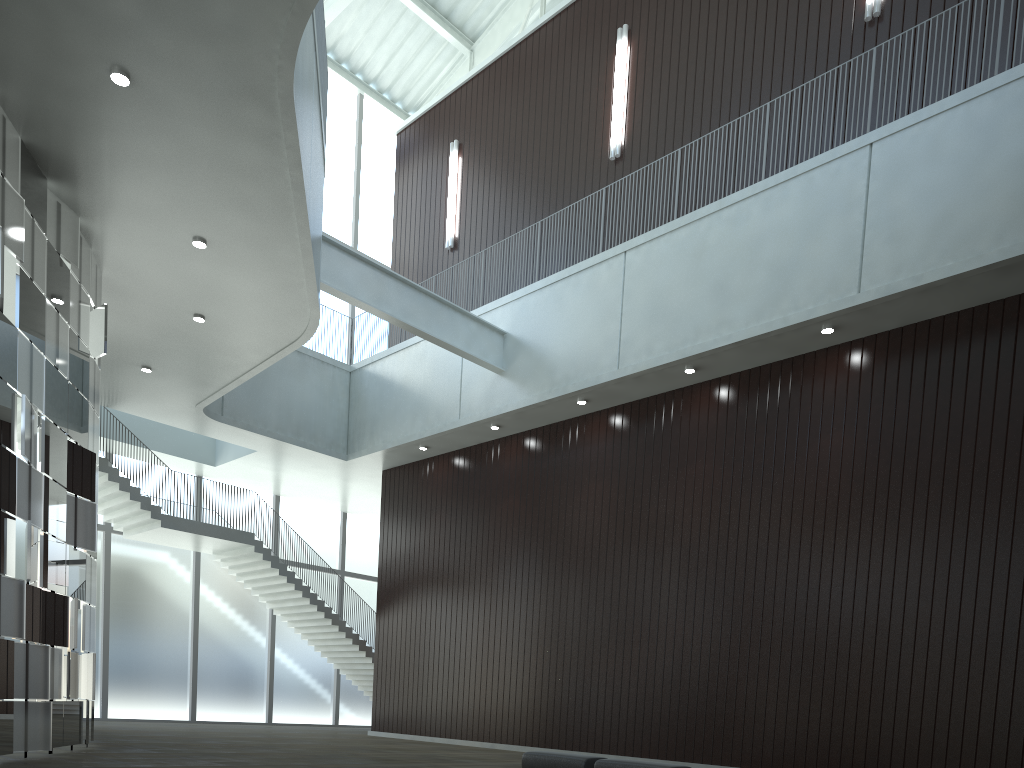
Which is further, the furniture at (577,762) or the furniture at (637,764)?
the furniture at (577,762)

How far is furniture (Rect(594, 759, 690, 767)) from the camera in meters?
31.9

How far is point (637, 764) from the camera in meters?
31.9 m

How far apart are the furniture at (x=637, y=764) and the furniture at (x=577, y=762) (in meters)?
0.80

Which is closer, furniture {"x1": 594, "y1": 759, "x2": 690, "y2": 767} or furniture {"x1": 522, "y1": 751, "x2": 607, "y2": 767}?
furniture {"x1": 594, "y1": 759, "x2": 690, "y2": 767}

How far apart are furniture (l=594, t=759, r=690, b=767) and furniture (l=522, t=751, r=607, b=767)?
0.80m

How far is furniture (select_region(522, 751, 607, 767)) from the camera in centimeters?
3391cm

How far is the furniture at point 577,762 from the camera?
33.9 meters
